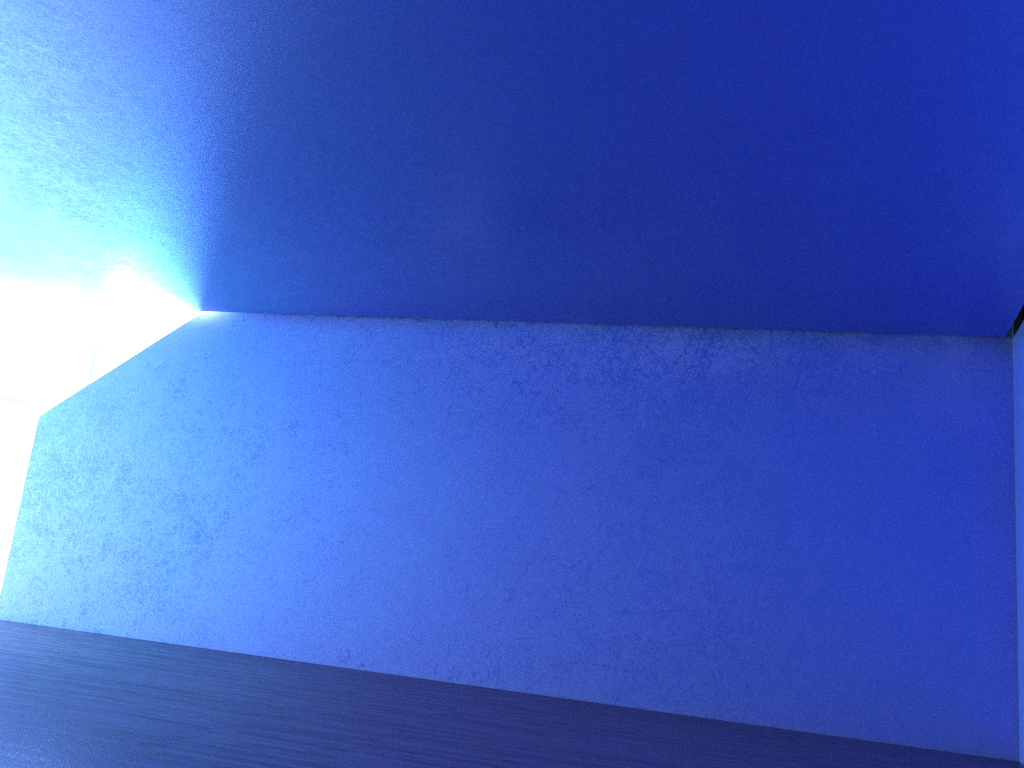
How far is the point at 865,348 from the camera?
8.8 meters

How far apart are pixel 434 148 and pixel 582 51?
1.5 meters
